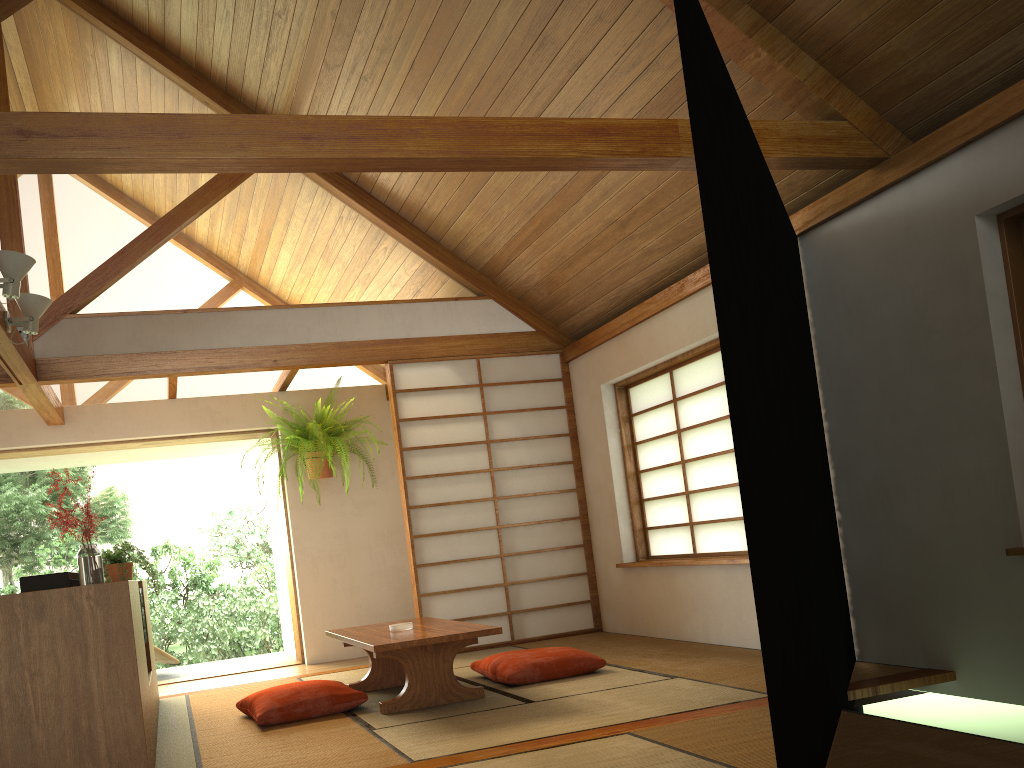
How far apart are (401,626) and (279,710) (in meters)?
0.72

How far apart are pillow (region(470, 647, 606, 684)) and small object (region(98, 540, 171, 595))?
1.8 meters

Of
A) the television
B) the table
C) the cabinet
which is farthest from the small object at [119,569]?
the table

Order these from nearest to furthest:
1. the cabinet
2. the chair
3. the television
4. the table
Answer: the cabinet < the television < the table < the chair

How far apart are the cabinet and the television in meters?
0.3 m

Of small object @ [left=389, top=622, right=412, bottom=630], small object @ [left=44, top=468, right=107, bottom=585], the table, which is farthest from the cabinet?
small object @ [left=389, top=622, right=412, bottom=630]

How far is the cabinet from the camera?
2.62m

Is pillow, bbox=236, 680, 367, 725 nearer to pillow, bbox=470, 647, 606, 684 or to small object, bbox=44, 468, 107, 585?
pillow, bbox=470, 647, 606, 684

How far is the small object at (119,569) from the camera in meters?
4.7

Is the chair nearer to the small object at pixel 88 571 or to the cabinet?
the cabinet
